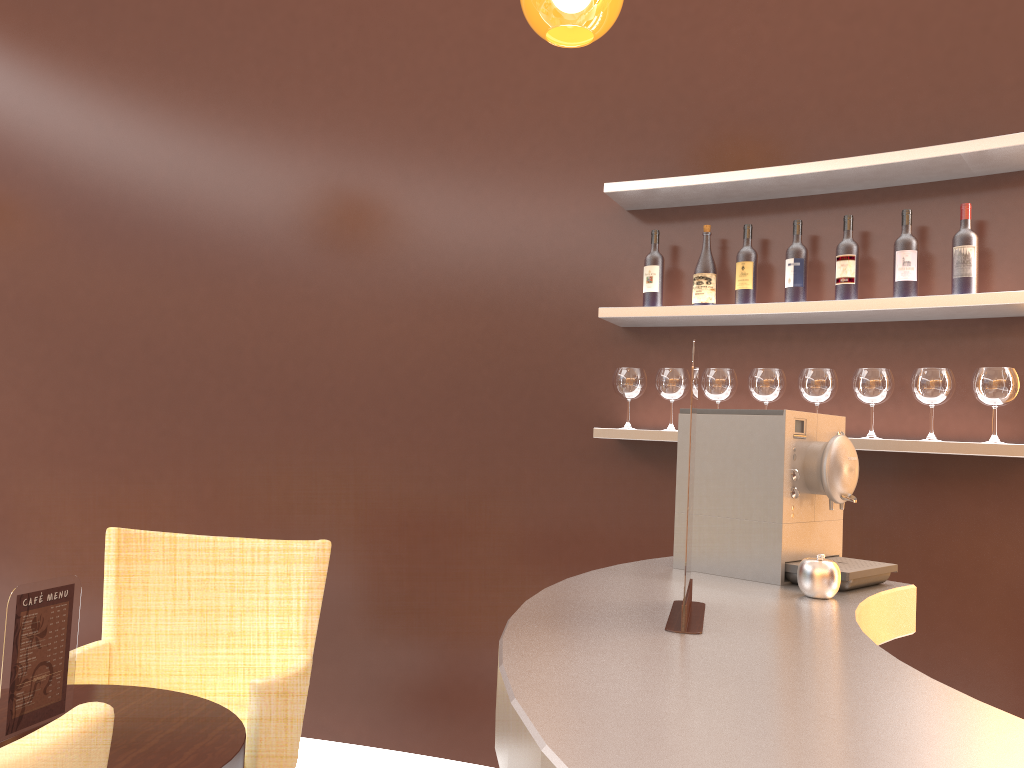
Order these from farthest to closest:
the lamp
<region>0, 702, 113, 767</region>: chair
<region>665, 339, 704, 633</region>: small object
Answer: the lamp → <region>665, 339, 704, 633</region>: small object → <region>0, 702, 113, 767</region>: chair

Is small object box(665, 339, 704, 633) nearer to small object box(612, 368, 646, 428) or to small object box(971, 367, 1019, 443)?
small object box(971, 367, 1019, 443)

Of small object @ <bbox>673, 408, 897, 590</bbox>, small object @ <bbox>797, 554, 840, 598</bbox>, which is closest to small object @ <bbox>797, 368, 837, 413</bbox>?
small object @ <bbox>673, 408, 897, 590</bbox>

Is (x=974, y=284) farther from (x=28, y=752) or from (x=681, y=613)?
(x=28, y=752)

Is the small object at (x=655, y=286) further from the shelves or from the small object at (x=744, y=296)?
the small object at (x=744, y=296)

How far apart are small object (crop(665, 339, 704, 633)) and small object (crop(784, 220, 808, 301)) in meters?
1.7 m

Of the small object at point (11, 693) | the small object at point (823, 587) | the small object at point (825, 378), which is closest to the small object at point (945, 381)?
the small object at point (825, 378)

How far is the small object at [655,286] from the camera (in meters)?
3.12

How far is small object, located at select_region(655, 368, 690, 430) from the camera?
3.05m

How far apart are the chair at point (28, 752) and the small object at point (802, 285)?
2.40m
